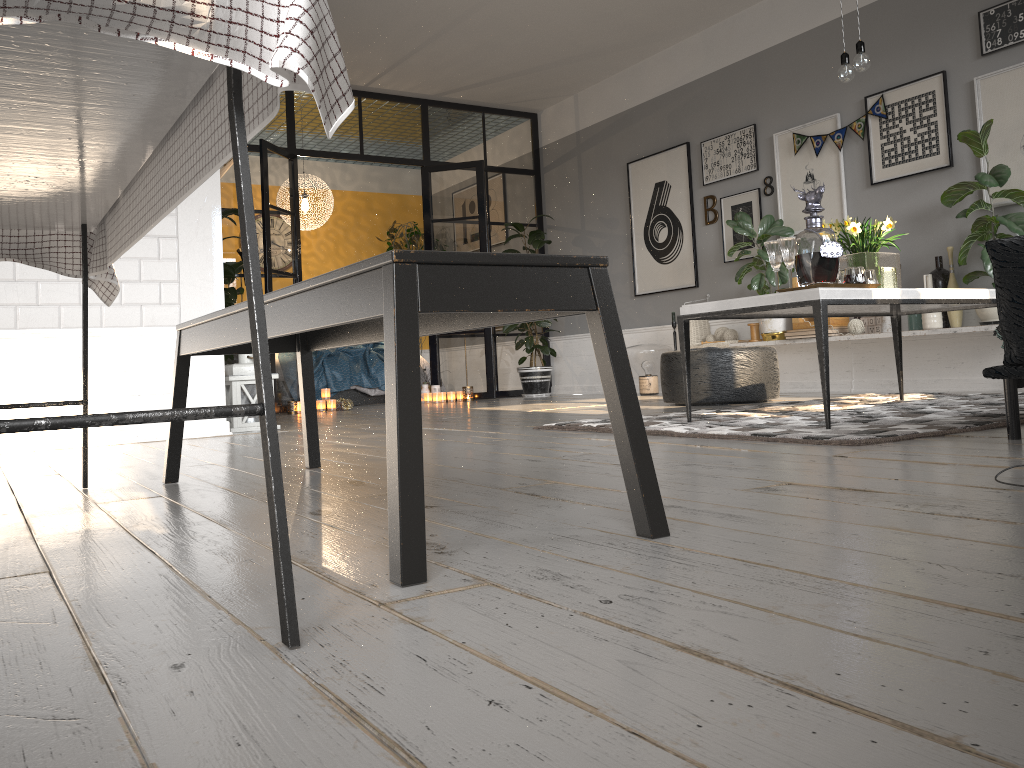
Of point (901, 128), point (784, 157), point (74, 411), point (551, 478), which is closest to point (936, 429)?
point (551, 478)

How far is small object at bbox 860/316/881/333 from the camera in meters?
5.8

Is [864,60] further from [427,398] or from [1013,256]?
[427,398]

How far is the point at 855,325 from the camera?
5.81m

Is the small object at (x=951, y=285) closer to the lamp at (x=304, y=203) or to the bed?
the bed

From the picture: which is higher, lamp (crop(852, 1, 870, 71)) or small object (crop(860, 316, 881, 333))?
lamp (crop(852, 1, 870, 71))

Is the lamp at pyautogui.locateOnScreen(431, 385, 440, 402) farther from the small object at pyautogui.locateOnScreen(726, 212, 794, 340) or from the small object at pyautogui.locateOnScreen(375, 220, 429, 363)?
the small object at pyautogui.locateOnScreen(726, 212, 794, 340)

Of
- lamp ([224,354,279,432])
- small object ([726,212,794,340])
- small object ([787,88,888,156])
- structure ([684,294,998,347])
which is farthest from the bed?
structure ([684,294,998,347])

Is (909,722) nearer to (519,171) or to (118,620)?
(118,620)

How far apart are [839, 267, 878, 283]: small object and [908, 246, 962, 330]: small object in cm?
222
